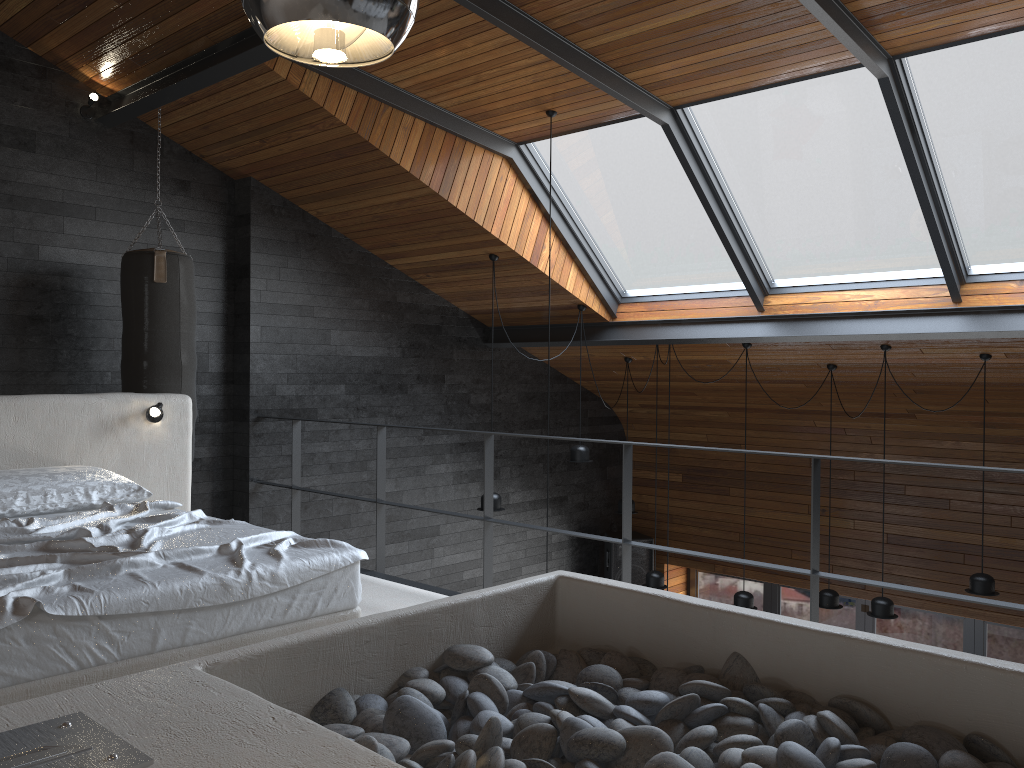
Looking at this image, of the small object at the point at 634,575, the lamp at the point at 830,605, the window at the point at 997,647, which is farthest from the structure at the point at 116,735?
the window at the point at 997,647

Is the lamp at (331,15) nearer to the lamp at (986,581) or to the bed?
the bed

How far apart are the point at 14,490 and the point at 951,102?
4.9 meters

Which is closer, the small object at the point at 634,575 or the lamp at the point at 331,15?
the lamp at the point at 331,15

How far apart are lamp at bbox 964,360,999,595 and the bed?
4.7m

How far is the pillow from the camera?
3.6m

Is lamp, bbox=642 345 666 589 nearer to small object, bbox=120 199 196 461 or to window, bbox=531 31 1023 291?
window, bbox=531 31 1023 291

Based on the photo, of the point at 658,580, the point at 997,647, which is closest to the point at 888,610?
the point at 658,580

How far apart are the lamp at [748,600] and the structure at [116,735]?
4.3m

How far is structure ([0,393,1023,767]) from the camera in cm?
156
